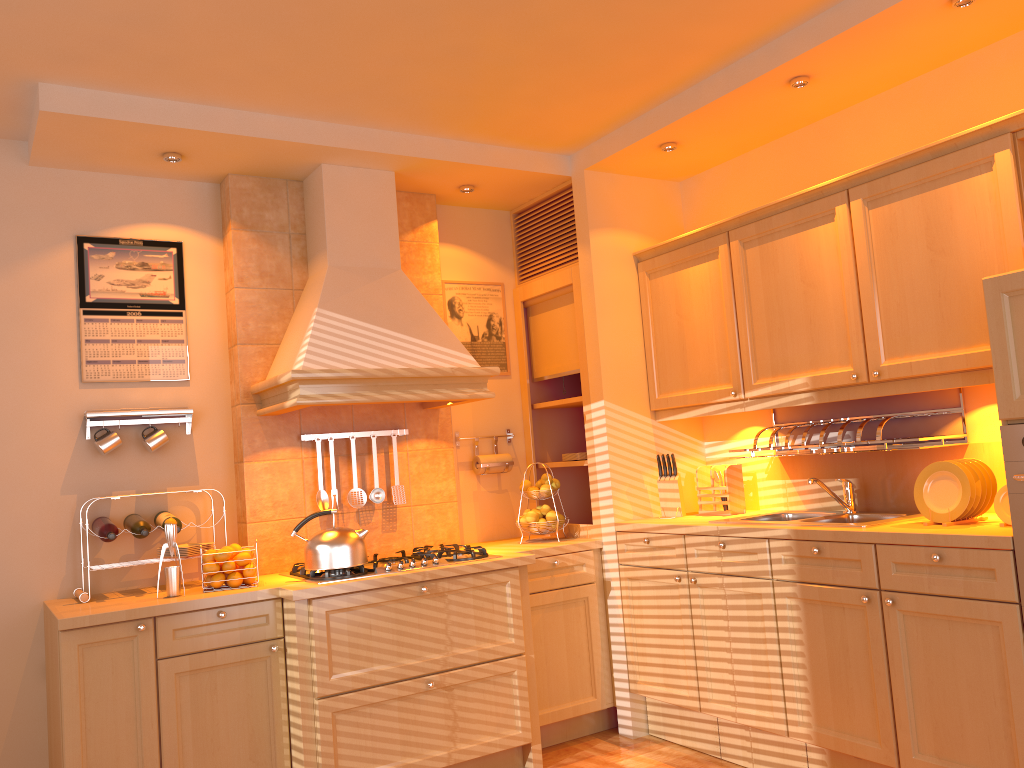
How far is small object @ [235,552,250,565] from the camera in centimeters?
336cm

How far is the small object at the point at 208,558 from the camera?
3.33m

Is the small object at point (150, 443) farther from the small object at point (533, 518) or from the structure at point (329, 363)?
the small object at point (533, 518)

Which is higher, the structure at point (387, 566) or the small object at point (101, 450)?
the small object at point (101, 450)

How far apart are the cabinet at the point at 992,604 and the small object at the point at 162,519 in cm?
192

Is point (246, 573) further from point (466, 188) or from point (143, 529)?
point (466, 188)

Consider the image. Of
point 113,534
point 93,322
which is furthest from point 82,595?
point 93,322

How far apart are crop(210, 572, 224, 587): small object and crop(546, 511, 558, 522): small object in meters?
1.5

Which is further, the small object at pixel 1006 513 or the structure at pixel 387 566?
the structure at pixel 387 566

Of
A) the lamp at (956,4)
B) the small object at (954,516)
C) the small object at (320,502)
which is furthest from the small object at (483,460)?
the lamp at (956,4)
